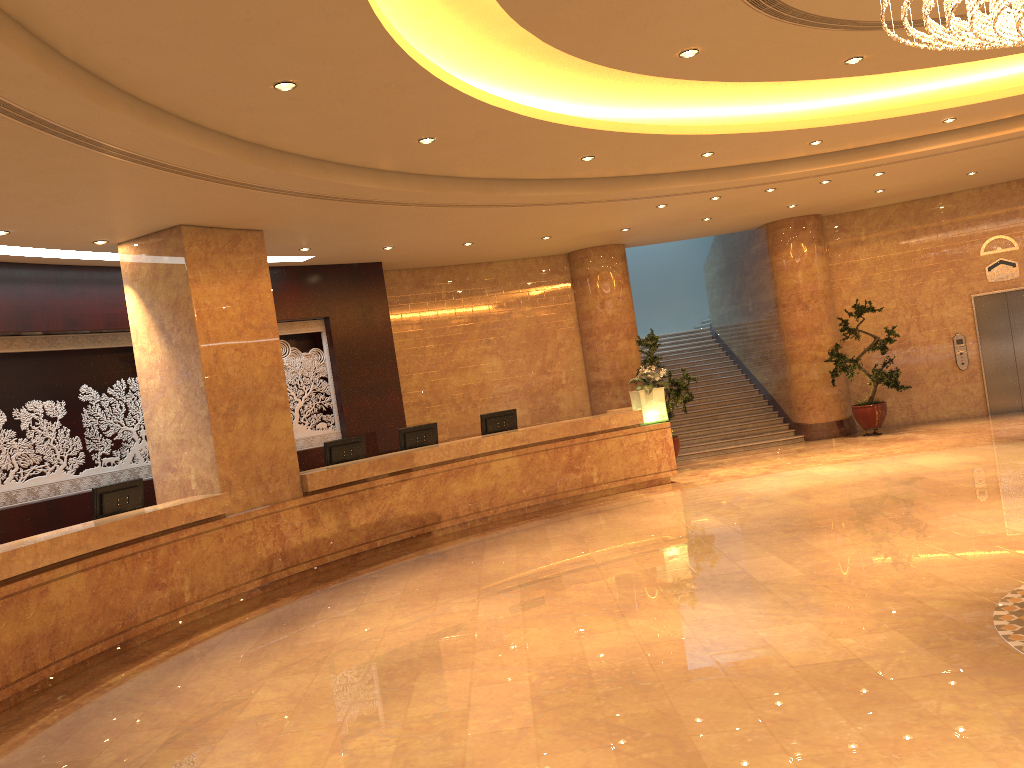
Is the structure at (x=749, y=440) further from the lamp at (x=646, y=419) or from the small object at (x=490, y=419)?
the small object at (x=490, y=419)

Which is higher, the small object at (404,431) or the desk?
the small object at (404,431)

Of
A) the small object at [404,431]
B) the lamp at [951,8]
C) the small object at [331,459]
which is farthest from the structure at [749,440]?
the lamp at [951,8]

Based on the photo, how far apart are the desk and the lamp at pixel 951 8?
7.2m

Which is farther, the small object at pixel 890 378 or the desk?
the small object at pixel 890 378

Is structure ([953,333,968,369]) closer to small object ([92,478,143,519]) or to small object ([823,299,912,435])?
small object ([823,299,912,435])

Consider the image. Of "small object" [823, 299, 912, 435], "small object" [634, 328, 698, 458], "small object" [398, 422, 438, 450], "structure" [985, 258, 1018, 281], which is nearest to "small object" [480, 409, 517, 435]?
"small object" [398, 422, 438, 450]

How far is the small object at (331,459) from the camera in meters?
11.1 m

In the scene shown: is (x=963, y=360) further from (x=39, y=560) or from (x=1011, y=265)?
(x=39, y=560)

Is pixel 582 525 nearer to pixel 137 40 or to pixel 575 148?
pixel 575 148
